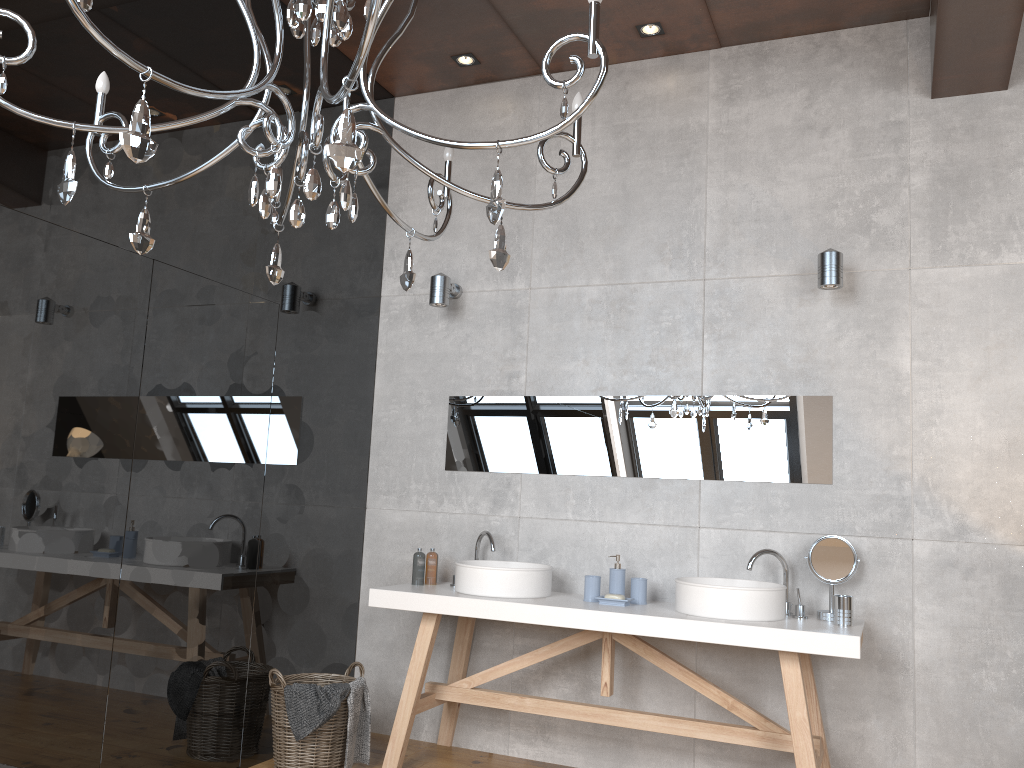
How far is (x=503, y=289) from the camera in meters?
4.5

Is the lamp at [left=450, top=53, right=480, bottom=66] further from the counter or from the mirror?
the counter

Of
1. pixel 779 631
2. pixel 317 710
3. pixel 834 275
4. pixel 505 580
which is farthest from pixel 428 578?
pixel 834 275

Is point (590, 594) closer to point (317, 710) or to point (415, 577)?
point (415, 577)

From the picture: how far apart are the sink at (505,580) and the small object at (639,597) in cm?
38

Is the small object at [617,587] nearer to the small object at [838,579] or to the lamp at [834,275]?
the small object at [838,579]

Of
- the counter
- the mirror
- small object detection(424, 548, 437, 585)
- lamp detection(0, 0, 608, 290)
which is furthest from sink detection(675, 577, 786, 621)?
lamp detection(0, 0, 608, 290)

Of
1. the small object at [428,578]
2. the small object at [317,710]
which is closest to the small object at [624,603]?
the small object at [428,578]

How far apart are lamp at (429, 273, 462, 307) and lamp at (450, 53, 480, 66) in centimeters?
110cm

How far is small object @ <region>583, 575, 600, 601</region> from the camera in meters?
3.8 m
